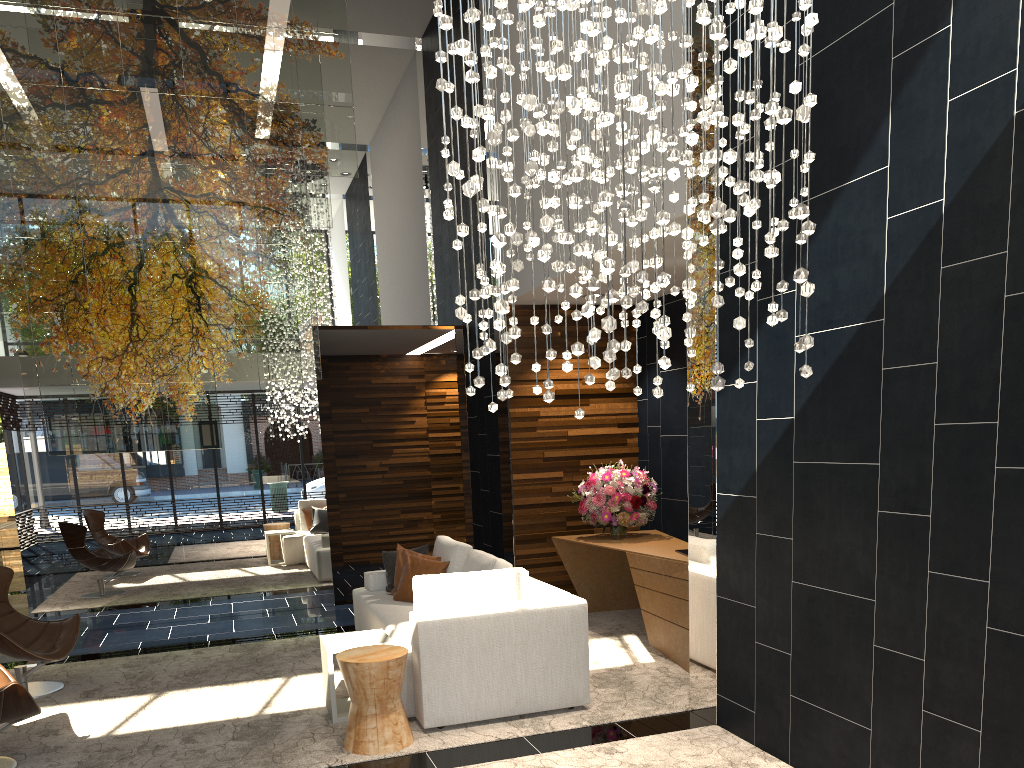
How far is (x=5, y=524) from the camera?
15.8m

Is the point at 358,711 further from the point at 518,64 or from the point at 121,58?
the point at 121,58

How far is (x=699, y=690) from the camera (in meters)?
4.77

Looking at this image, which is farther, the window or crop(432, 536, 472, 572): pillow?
the window

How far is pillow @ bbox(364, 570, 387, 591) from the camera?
7.0m

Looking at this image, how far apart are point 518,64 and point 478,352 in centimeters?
523cm

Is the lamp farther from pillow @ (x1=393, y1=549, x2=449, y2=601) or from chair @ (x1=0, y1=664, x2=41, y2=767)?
pillow @ (x1=393, y1=549, x2=449, y2=601)

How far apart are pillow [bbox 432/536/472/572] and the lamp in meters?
3.0

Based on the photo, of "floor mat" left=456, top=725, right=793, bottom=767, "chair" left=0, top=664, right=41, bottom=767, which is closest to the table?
"floor mat" left=456, top=725, right=793, bottom=767

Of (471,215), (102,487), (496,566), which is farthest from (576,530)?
(471,215)
